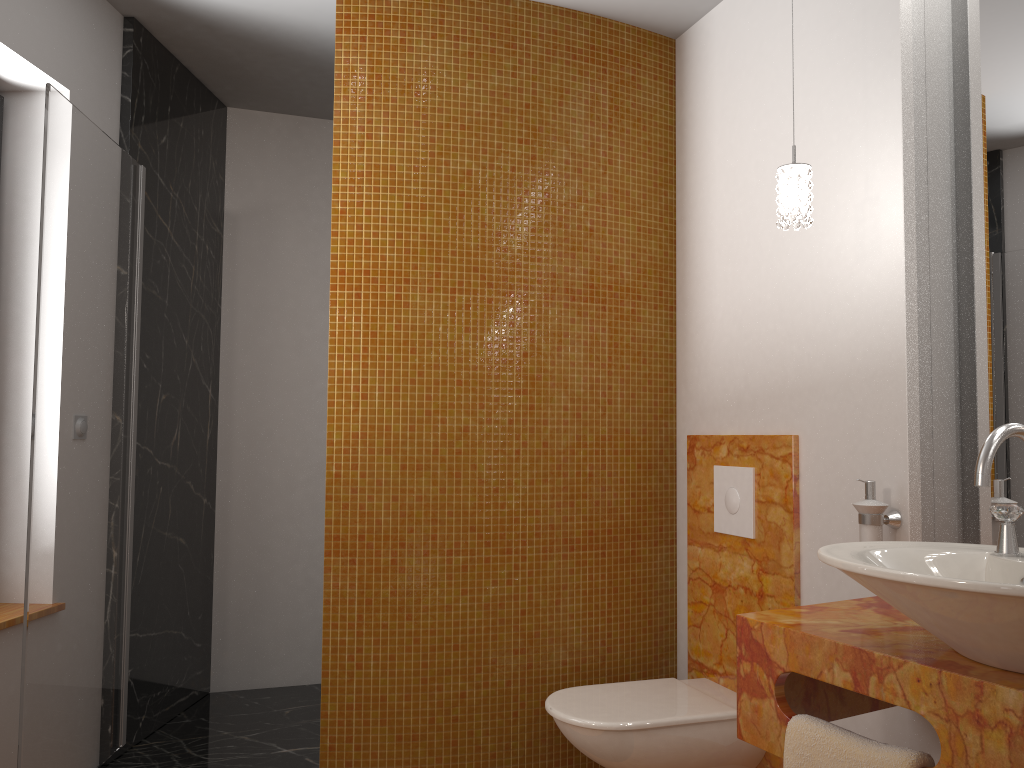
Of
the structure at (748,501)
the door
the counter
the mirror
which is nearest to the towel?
the counter

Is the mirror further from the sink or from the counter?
the sink

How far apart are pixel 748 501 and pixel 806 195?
0.96m

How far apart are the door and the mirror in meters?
2.2

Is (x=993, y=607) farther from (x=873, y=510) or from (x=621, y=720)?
(x=621, y=720)

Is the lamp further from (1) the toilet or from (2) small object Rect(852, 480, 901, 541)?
(1) the toilet

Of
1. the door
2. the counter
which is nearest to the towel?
the counter

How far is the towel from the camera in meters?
1.4

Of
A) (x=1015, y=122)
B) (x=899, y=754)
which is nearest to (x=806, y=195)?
(x=1015, y=122)

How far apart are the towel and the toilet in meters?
0.8 m
